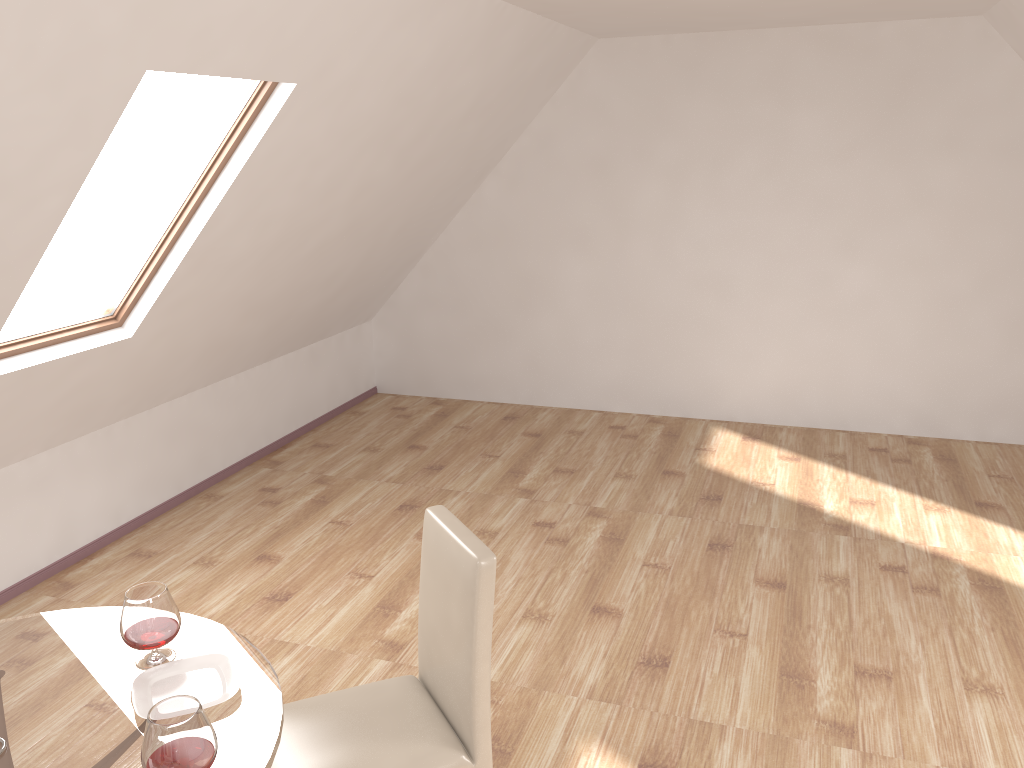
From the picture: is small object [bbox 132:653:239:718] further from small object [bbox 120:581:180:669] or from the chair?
the chair

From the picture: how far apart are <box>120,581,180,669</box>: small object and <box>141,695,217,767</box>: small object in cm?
39

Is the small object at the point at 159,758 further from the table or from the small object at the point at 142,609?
the small object at the point at 142,609

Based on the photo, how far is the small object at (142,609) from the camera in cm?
205

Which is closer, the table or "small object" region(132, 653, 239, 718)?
the table

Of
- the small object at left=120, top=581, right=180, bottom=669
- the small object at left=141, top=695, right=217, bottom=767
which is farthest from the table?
the small object at left=141, top=695, right=217, bottom=767

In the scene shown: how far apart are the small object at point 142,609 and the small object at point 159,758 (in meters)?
0.39

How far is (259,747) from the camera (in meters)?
1.82

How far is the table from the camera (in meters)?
1.82

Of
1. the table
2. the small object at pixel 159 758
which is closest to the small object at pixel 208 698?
the table
